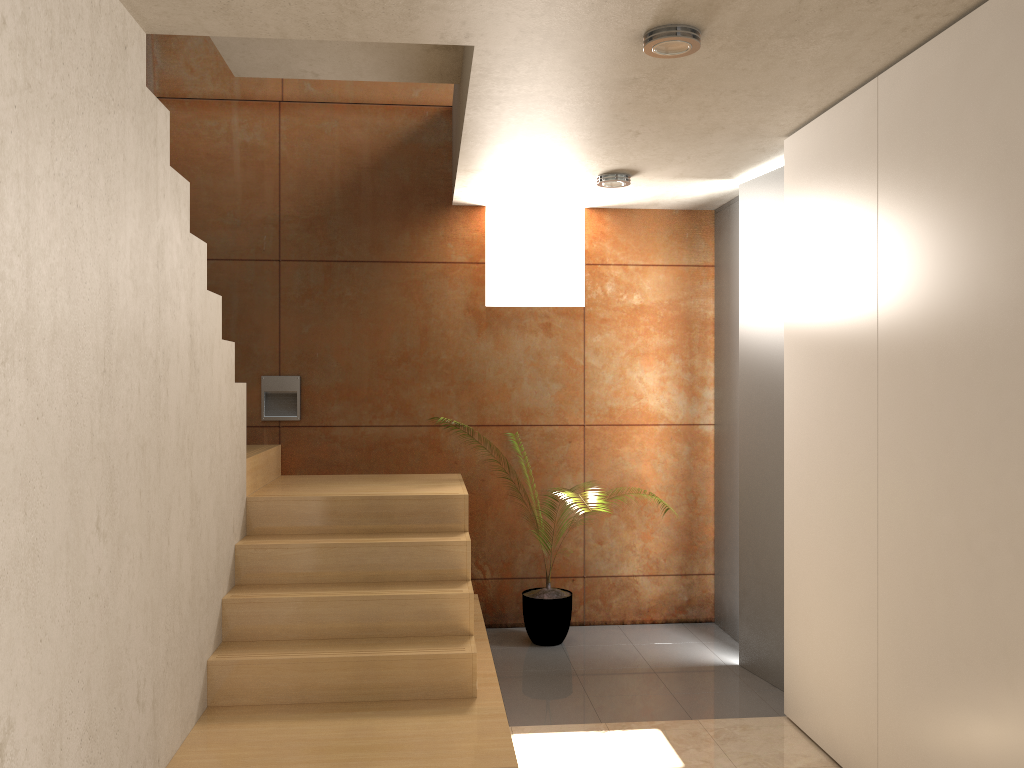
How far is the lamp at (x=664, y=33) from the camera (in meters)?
2.64

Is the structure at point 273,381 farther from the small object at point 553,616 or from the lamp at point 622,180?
the lamp at point 622,180

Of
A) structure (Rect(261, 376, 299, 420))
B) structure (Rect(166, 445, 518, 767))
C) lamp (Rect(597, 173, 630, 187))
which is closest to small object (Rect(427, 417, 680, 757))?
structure (Rect(166, 445, 518, 767))

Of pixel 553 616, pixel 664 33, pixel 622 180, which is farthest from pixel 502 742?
pixel 622 180

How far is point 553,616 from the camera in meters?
4.9

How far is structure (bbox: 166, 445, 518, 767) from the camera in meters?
3.1 m

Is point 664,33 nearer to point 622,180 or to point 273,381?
point 622,180

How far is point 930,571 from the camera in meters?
2.7 m

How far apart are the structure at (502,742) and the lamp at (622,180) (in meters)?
1.72

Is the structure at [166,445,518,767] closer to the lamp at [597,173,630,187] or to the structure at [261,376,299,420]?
the structure at [261,376,299,420]
